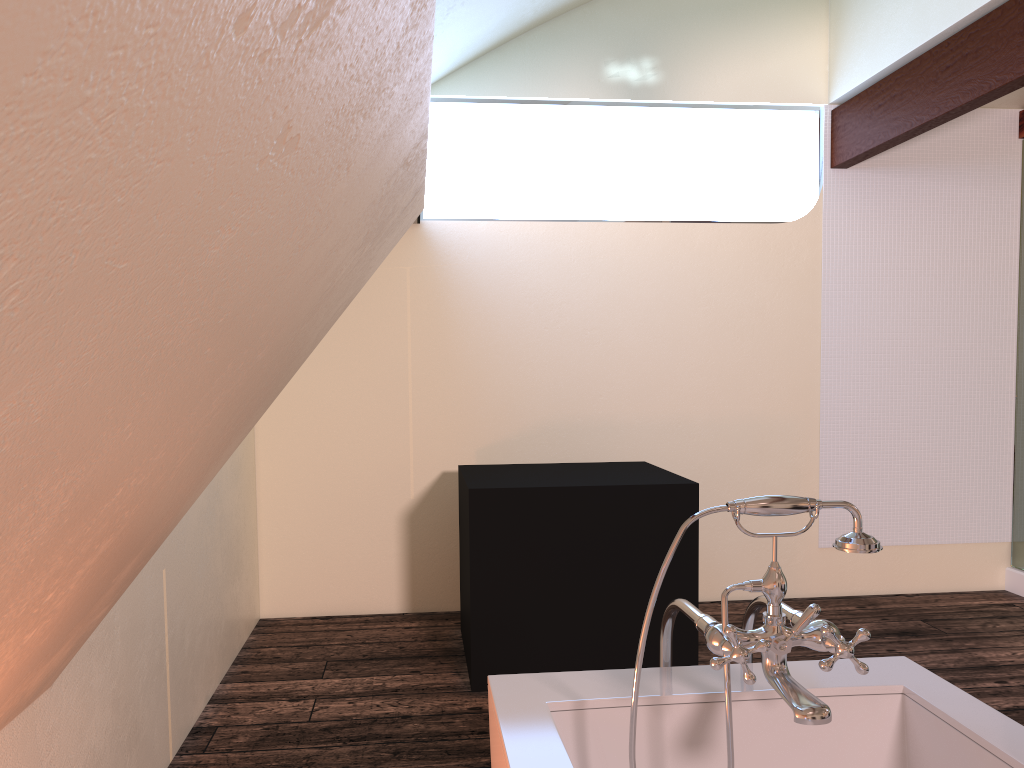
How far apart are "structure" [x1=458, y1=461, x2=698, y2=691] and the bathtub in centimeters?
166cm

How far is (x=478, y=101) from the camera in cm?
437

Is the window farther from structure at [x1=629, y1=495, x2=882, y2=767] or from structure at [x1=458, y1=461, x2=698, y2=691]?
structure at [x1=629, y1=495, x2=882, y2=767]

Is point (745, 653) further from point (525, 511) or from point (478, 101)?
point (478, 101)

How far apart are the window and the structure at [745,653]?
3.3m

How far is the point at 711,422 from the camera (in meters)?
4.48

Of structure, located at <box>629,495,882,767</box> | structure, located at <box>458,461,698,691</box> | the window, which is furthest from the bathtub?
the window

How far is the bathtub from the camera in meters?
1.4

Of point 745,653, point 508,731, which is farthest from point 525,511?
point 745,653

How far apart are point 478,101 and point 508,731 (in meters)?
3.58
